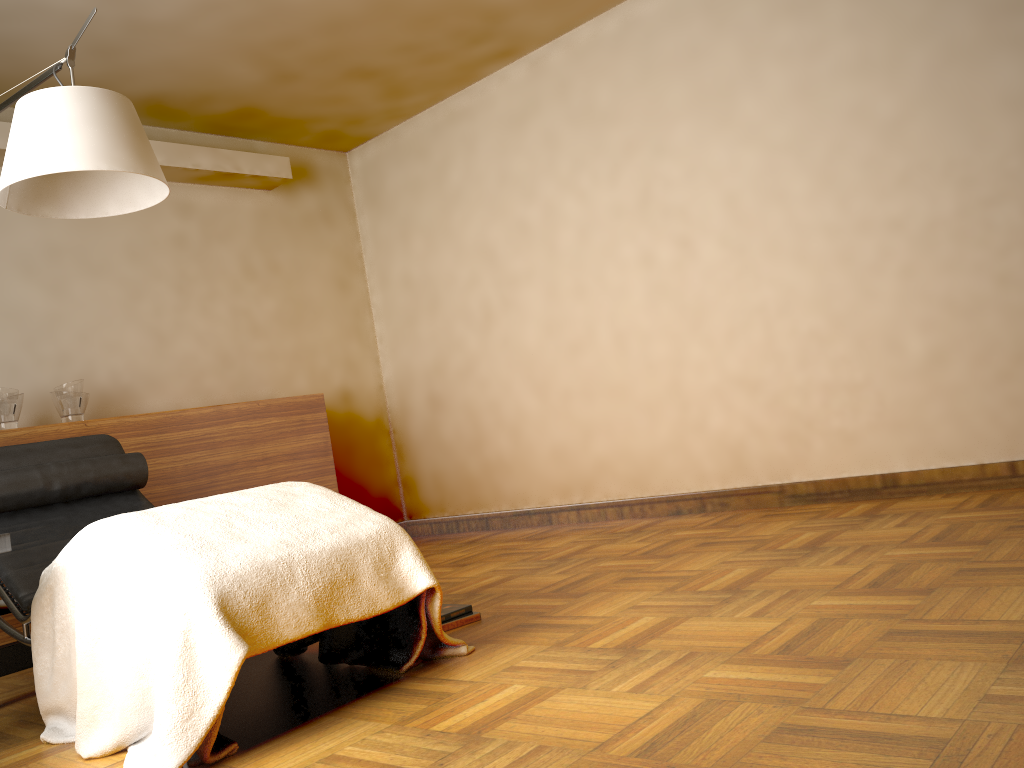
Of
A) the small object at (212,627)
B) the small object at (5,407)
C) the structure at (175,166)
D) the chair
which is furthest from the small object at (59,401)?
the small object at (212,627)

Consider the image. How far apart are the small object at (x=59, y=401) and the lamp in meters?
1.4 m

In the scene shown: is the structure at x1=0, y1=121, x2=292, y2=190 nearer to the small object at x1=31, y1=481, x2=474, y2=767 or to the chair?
the chair

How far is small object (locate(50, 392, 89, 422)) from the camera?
3.8 meters

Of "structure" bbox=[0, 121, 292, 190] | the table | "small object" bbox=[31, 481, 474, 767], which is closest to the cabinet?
"structure" bbox=[0, 121, 292, 190]

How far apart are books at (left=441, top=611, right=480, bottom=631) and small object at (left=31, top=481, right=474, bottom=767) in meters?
0.3 m

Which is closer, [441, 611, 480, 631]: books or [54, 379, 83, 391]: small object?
[441, 611, 480, 631]: books

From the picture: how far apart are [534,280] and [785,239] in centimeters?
140cm

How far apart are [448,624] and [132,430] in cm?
202

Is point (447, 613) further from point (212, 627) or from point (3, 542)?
point (3, 542)
